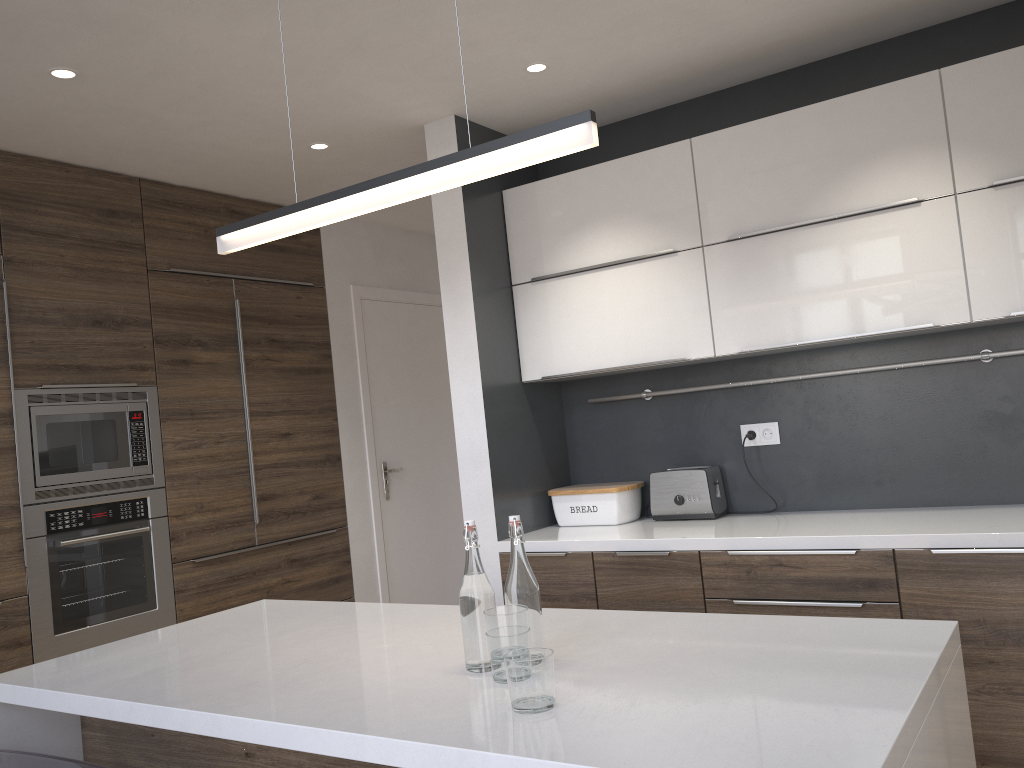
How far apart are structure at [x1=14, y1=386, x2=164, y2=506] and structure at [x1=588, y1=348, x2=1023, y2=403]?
2.0 meters

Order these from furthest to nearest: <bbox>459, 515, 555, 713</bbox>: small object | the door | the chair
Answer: the door < the chair < <bbox>459, 515, 555, 713</bbox>: small object

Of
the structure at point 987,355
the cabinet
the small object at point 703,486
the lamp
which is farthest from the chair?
the structure at point 987,355

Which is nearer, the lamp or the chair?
the lamp

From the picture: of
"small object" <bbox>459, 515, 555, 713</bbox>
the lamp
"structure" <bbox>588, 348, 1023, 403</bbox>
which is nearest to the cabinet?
"small object" <bbox>459, 515, 555, 713</bbox>

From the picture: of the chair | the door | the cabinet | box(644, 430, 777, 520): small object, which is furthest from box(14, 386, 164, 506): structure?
box(644, 430, 777, 520): small object

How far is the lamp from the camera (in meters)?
1.56

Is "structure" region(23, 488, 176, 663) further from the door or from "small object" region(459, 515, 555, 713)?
"small object" region(459, 515, 555, 713)

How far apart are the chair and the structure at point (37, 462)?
1.60m

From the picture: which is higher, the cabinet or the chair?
the cabinet
